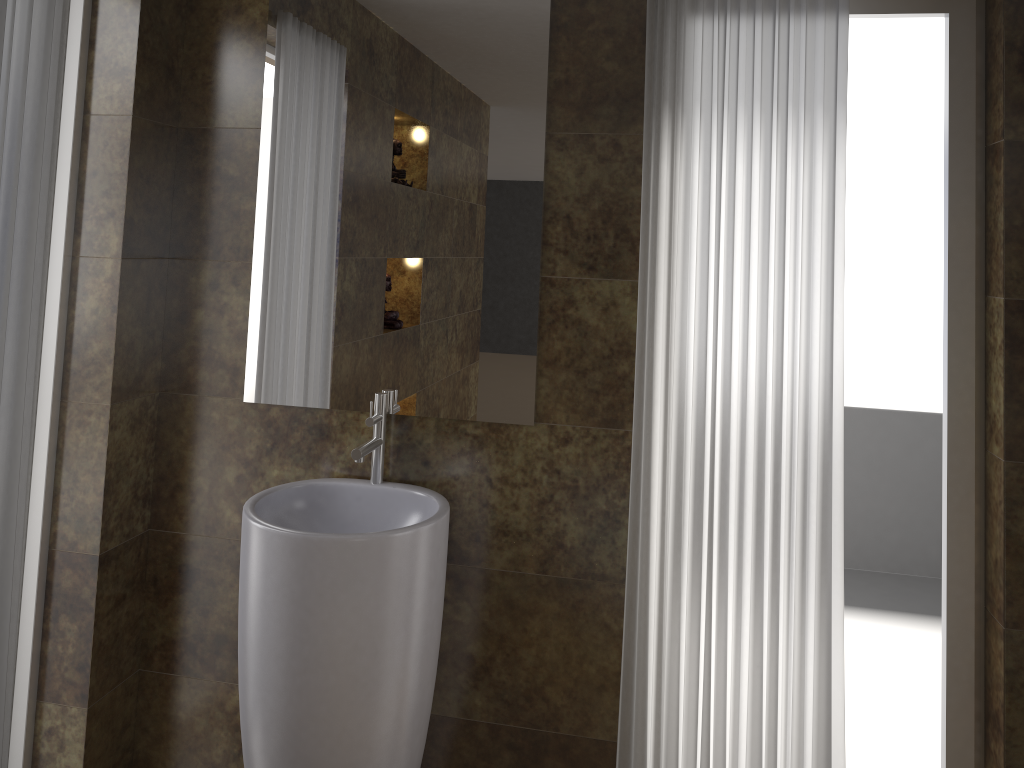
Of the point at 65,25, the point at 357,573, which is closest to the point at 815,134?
the point at 357,573

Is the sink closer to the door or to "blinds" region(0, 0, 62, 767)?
"blinds" region(0, 0, 62, 767)

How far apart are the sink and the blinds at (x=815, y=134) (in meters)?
0.46

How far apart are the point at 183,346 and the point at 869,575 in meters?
3.7

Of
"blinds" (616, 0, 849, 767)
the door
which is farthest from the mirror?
the door

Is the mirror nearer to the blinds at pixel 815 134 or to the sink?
the sink

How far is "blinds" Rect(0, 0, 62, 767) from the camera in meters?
1.7 m

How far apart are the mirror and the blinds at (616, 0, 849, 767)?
0.25m

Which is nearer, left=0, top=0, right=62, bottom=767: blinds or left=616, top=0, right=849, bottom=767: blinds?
left=0, top=0, right=62, bottom=767: blinds

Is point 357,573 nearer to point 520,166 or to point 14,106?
point 520,166
